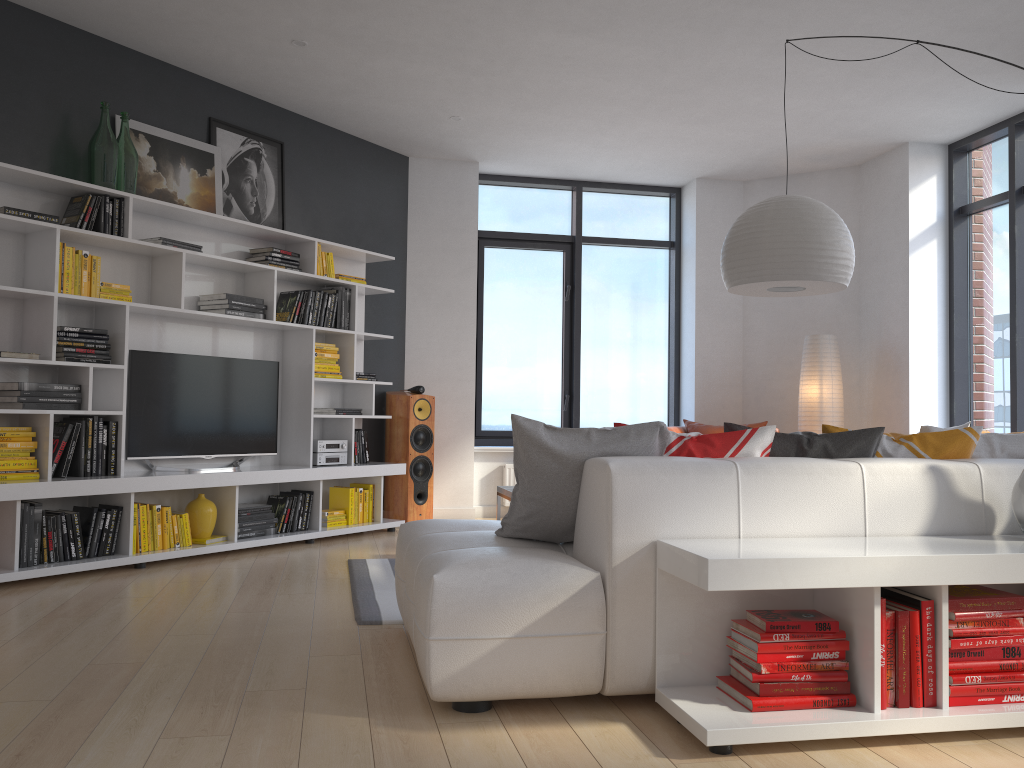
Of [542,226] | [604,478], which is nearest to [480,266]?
[542,226]

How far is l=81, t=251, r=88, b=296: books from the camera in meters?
4.7 m

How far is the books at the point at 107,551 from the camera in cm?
472

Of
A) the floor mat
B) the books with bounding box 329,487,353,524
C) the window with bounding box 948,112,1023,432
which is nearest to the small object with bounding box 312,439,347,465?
the books with bounding box 329,487,353,524

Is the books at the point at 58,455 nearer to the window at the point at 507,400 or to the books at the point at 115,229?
the books at the point at 115,229

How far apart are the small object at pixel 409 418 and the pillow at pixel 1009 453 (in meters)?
4.15

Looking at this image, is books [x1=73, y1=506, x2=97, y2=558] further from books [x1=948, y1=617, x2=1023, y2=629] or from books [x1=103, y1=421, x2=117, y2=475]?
books [x1=948, y1=617, x2=1023, y2=629]

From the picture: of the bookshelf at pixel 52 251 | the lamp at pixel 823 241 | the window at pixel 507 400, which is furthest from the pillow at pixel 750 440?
the window at pixel 507 400

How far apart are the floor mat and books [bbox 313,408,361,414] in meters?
1.5

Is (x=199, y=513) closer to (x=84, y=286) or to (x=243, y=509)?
(x=243, y=509)
